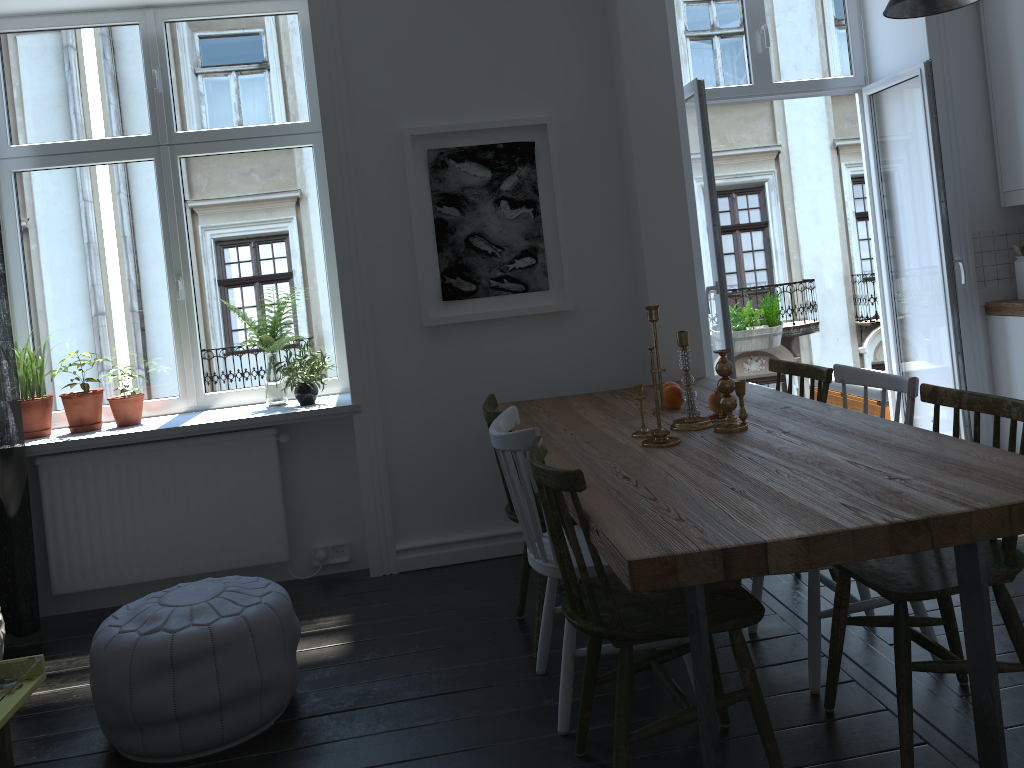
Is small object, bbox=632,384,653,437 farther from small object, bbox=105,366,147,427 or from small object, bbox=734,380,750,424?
small object, bbox=105,366,147,427

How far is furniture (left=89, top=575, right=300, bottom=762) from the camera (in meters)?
2.53

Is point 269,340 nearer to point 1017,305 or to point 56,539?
point 56,539

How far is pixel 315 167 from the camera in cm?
429

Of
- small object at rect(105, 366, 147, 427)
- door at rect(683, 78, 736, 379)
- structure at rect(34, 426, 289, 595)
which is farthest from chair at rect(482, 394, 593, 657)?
small object at rect(105, 366, 147, 427)

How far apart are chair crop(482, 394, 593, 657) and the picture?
0.7m

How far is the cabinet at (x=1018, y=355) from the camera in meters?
4.1

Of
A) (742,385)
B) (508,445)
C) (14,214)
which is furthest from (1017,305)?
(14,214)

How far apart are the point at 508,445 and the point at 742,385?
0.8 meters

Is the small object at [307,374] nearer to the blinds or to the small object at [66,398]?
the small object at [66,398]
